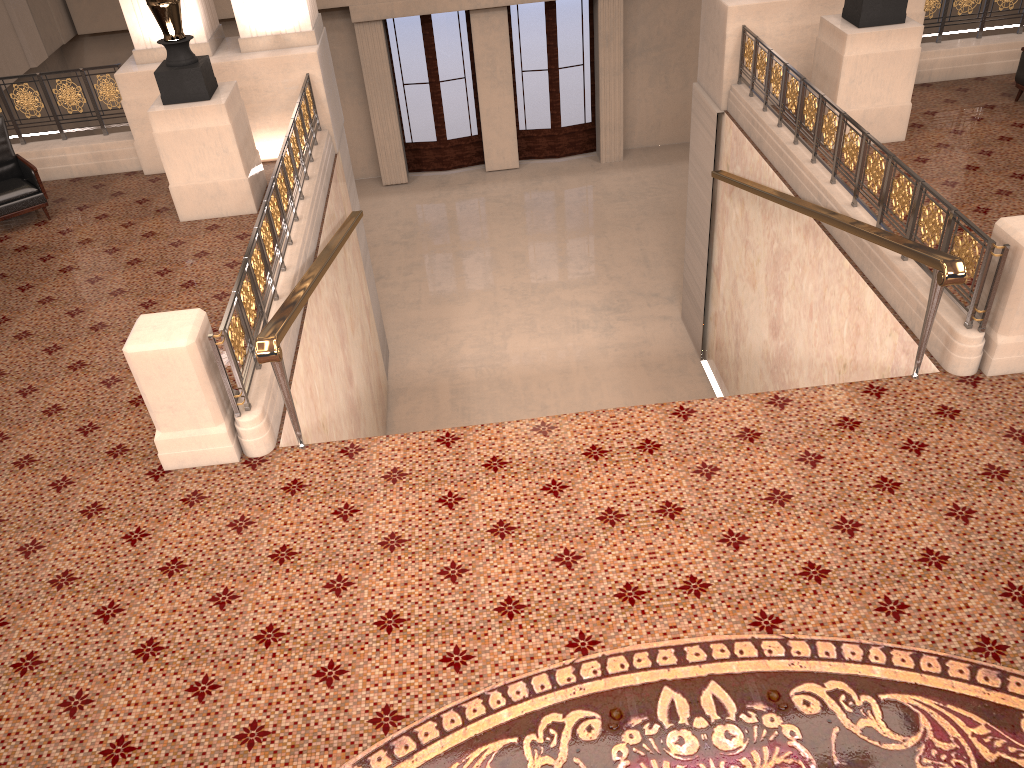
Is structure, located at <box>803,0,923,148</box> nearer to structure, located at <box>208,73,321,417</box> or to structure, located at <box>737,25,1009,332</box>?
structure, located at <box>737,25,1009,332</box>

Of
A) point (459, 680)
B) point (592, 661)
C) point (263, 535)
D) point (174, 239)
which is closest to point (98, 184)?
point (174, 239)

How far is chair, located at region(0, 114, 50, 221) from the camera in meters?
8.1

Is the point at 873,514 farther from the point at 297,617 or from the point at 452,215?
the point at 452,215

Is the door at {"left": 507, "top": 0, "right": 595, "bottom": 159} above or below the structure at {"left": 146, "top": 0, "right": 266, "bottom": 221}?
below

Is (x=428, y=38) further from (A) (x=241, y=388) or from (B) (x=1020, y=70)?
(A) (x=241, y=388)

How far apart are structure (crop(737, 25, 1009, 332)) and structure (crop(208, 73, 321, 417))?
4.25m

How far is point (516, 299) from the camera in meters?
12.7

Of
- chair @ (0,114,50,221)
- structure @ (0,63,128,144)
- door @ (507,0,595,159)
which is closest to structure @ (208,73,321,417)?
structure @ (0,63,128,144)

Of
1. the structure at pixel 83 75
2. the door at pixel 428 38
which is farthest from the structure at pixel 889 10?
the door at pixel 428 38
